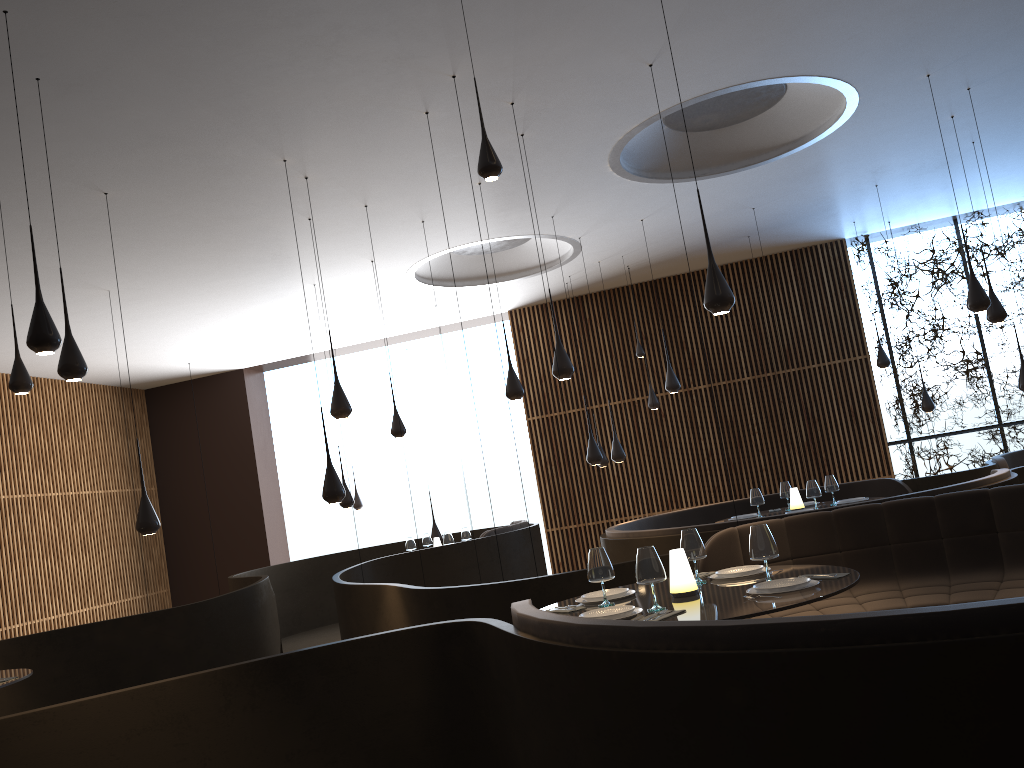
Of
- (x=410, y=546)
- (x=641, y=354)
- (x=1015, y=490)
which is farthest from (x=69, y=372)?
(x=641, y=354)

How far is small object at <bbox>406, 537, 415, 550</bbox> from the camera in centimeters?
1177cm

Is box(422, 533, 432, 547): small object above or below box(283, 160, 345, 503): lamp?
below

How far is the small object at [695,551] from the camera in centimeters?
479cm

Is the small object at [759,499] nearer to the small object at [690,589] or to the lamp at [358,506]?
the small object at [690,589]

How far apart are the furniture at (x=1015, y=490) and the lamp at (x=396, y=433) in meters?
5.5 m

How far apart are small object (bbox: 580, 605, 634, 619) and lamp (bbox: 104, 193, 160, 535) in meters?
4.5 m

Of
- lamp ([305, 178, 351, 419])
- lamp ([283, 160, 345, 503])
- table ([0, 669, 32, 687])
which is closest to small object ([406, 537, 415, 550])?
lamp ([305, 178, 351, 419])

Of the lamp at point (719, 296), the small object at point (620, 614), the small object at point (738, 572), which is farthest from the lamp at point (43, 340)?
the lamp at point (719, 296)

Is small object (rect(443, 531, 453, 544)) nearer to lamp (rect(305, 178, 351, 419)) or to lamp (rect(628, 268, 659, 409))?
lamp (rect(628, 268, 659, 409))
